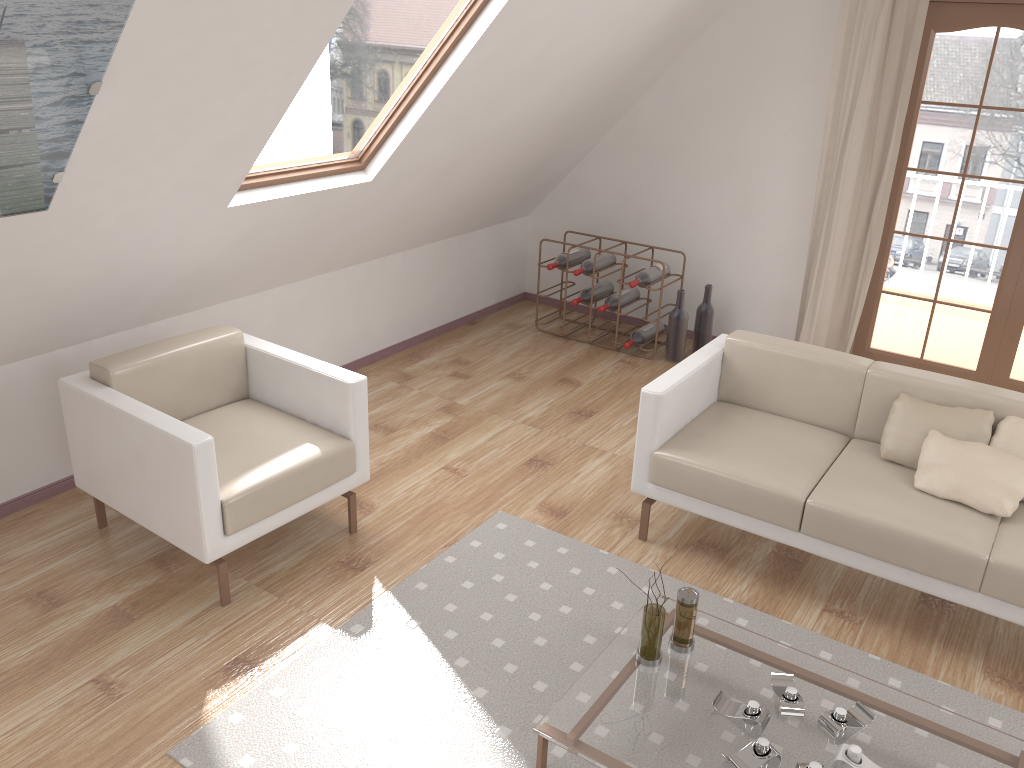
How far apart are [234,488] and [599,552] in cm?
137

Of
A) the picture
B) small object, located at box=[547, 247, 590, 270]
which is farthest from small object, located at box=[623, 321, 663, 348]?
the picture

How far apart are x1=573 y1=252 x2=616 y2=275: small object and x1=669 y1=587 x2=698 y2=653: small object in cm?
302

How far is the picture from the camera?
2.0 meters

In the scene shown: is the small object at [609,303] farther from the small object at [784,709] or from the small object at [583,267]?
the small object at [784,709]

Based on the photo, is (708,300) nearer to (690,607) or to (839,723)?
(690,607)

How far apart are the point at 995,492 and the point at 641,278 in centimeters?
261cm

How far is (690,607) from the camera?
2.5m

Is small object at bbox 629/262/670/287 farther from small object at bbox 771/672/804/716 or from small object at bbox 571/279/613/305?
small object at bbox 771/672/804/716

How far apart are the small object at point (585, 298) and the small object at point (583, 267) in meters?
0.1
